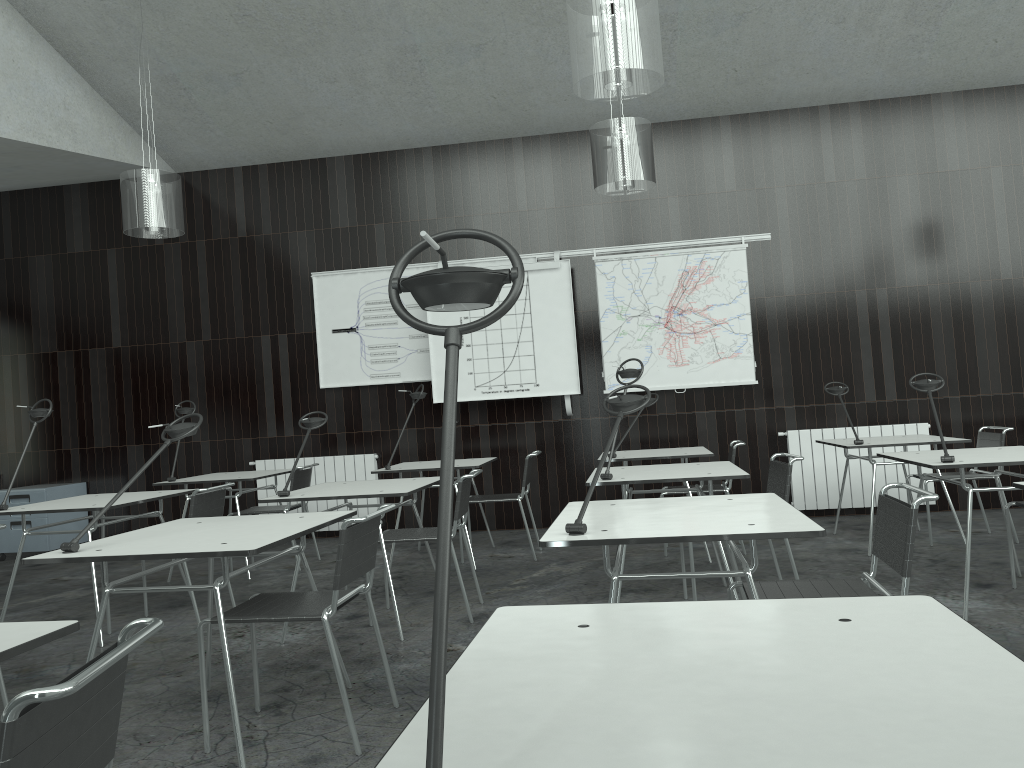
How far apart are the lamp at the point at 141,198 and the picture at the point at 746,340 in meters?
3.1 m

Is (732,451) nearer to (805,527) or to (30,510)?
(805,527)

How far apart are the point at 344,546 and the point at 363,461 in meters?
4.8 m

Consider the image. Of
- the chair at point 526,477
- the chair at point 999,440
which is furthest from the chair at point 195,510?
the chair at point 999,440

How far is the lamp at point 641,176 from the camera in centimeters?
505cm

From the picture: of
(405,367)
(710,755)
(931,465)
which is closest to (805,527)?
(710,755)

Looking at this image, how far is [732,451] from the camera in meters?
5.5 m

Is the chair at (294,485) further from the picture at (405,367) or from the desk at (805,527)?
the desk at (805,527)

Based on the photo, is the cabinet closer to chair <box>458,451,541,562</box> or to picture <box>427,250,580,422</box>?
picture <box>427,250,580,422</box>

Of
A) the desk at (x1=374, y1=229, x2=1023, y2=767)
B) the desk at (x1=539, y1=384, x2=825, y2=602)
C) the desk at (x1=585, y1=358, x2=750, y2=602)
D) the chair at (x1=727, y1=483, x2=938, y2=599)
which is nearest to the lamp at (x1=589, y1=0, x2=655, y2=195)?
the desk at (x1=585, y1=358, x2=750, y2=602)
